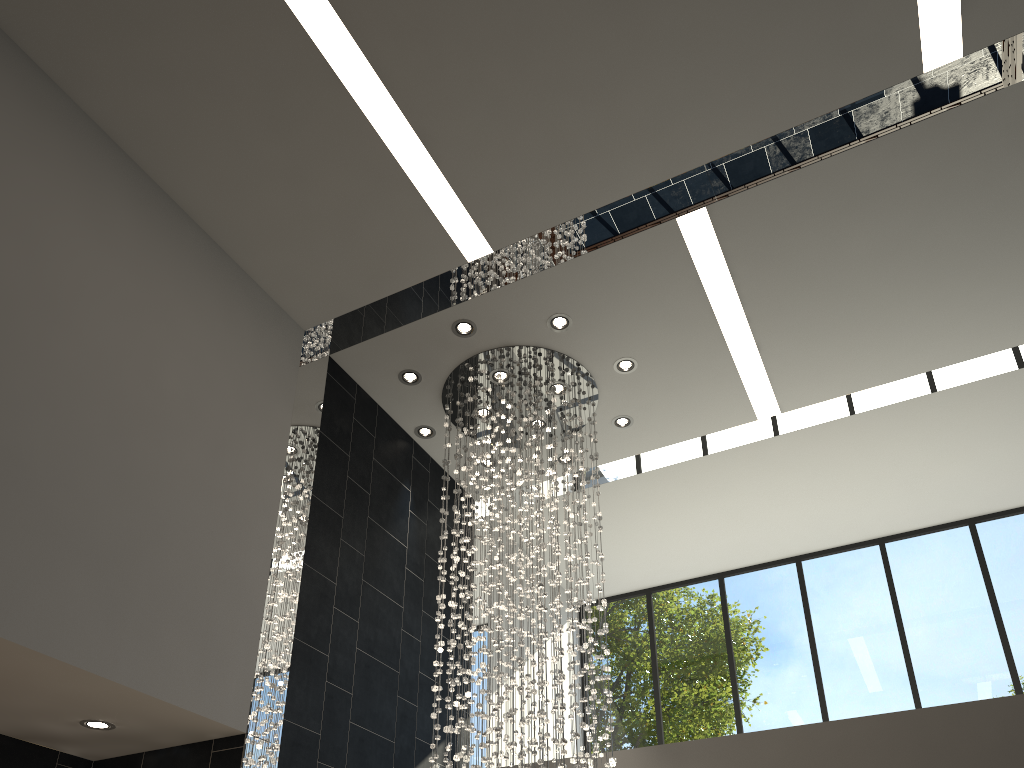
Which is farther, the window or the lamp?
the window

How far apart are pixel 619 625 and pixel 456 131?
6.35m

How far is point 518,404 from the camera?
6.5m

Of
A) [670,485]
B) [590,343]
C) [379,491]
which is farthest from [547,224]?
[670,485]

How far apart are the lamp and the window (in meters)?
2.73

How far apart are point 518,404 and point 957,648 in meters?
5.0

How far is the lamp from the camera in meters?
6.5

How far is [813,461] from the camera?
8.04m
